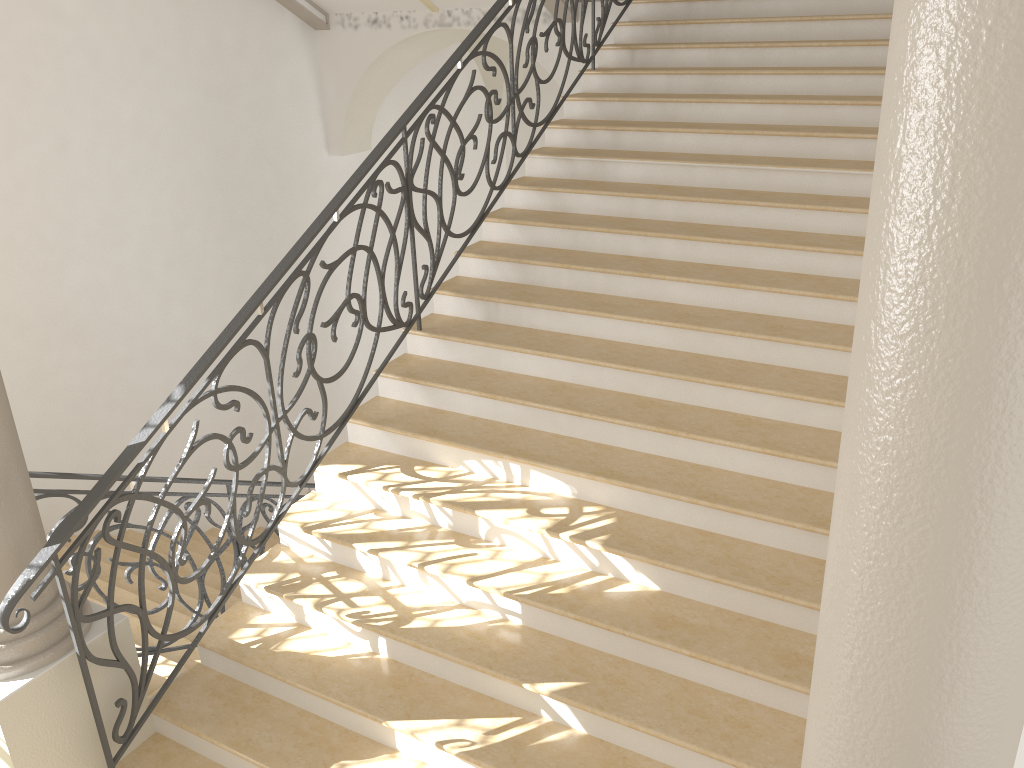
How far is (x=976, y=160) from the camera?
1.2 meters

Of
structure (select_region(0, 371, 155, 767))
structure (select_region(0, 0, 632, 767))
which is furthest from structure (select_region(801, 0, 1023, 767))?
structure (select_region(0, 371, 155, 767))

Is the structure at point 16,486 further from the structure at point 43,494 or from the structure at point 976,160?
the structure at point 976,160

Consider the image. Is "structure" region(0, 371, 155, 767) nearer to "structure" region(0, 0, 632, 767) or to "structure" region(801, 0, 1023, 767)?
"structure" region(0, 0, 632, 767)

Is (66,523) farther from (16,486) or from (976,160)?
(976,160)

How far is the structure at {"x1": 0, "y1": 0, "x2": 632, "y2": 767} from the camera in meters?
3.4 m

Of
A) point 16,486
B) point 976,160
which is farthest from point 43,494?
point 976,160

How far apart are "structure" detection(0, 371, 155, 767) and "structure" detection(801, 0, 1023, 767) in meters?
3.0 m

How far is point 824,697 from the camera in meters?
→ 1.7

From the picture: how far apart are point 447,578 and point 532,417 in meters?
1.0
